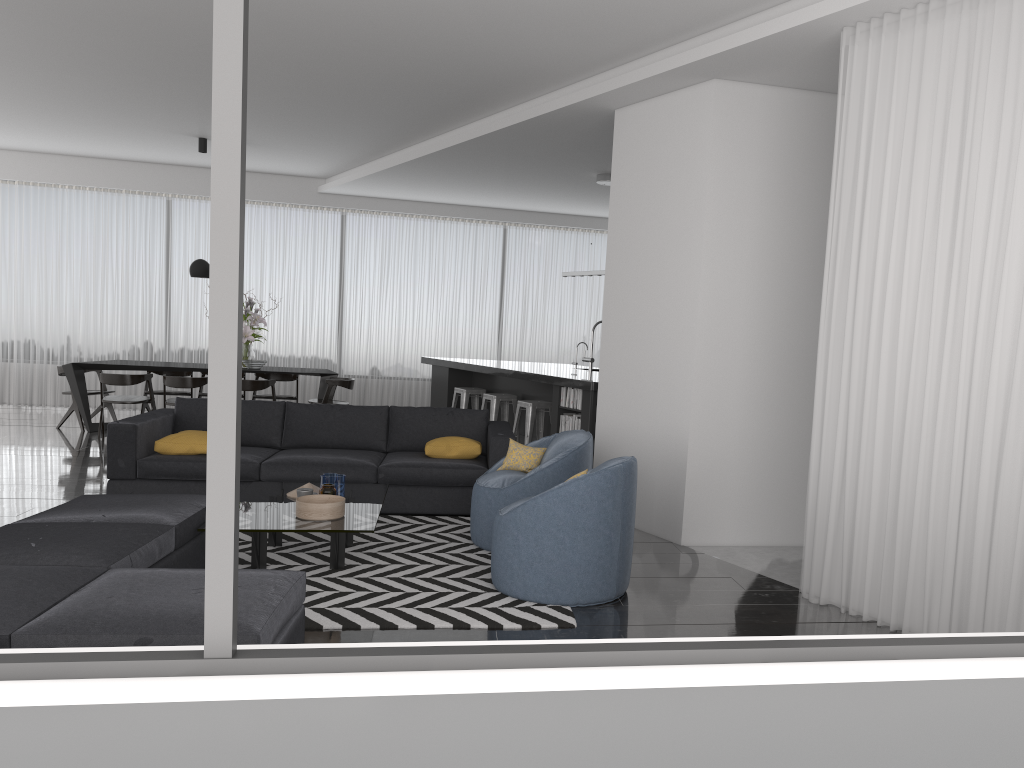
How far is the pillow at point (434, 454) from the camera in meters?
6.4

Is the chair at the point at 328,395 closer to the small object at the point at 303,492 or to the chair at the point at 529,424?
the chair at the point at 529,424

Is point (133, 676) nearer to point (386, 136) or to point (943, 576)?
point (943, 576)

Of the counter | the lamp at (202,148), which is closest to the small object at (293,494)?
the counter

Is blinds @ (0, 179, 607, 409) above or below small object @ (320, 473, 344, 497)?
above

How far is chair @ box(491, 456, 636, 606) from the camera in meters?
4.3 m

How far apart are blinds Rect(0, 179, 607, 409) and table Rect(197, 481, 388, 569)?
6.9 meters

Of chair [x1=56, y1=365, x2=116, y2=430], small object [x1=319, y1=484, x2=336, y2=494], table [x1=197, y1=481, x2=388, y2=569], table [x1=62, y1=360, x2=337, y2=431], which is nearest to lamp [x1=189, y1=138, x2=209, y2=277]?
table [x1=62, y1=360, x2=337, y2=431]

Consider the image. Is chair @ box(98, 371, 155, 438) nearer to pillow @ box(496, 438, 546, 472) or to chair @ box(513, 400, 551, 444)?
chair @ box(513, 400, 551, 444)

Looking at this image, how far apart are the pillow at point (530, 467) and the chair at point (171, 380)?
5.04m
